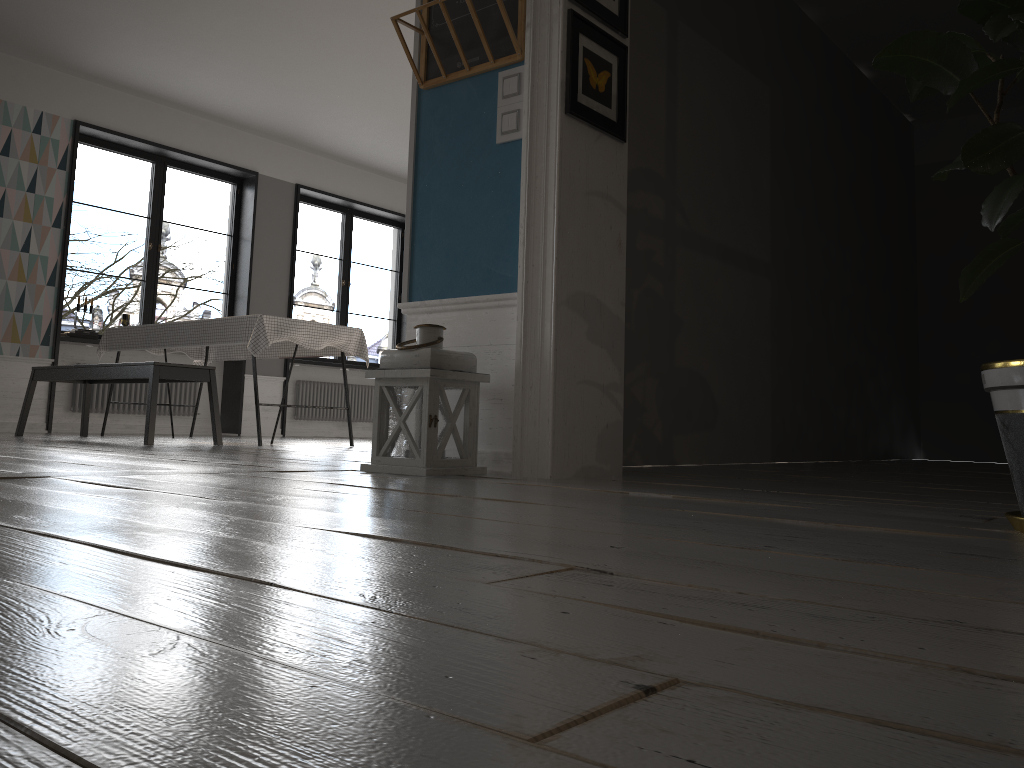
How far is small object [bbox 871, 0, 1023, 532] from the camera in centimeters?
153cm

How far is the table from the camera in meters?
5.3 m

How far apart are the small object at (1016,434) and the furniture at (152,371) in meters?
4.1 m

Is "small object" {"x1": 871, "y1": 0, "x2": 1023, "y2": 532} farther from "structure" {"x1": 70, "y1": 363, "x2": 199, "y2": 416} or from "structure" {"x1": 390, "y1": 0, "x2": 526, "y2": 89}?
"structure" {"x1": 70, "y1": 363, "x2": 199, "y2": 416}

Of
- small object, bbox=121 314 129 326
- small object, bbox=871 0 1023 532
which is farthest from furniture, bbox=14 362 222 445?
small object, bbox=871 0 1023 532

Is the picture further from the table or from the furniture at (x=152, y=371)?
the furniture at (x=152, y=371)

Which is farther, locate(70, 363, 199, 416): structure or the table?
locate(70, 363, 199, 416): structure

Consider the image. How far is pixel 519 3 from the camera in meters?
3.0 m

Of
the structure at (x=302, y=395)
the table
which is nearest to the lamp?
the table

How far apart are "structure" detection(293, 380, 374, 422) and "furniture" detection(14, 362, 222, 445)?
3.33m
